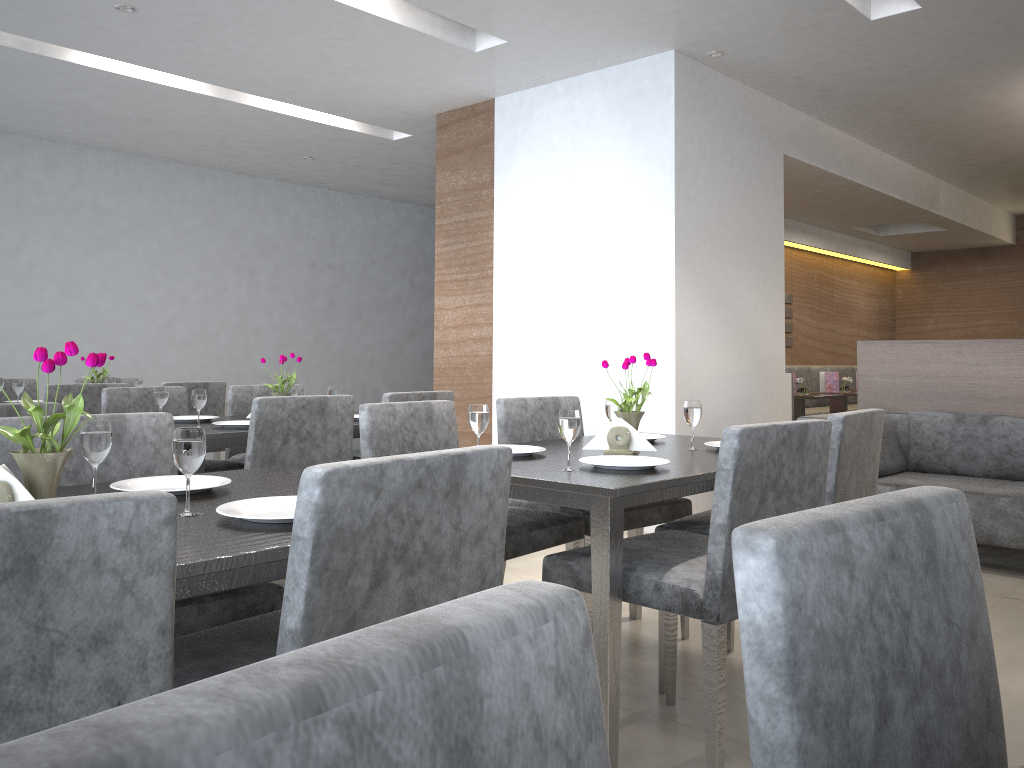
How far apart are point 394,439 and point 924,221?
7.0 meters

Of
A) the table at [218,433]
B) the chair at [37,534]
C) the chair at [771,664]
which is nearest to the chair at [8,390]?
the table at [218,433]

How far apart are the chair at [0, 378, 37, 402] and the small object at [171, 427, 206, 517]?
4.2m

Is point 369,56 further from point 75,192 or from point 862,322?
point 862,322

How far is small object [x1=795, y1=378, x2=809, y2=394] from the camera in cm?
623

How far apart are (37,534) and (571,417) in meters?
1.4

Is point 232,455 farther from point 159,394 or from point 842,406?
point 842,406

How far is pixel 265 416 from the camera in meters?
2.9

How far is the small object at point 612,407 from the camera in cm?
264

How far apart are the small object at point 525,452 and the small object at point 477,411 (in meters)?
0.12
